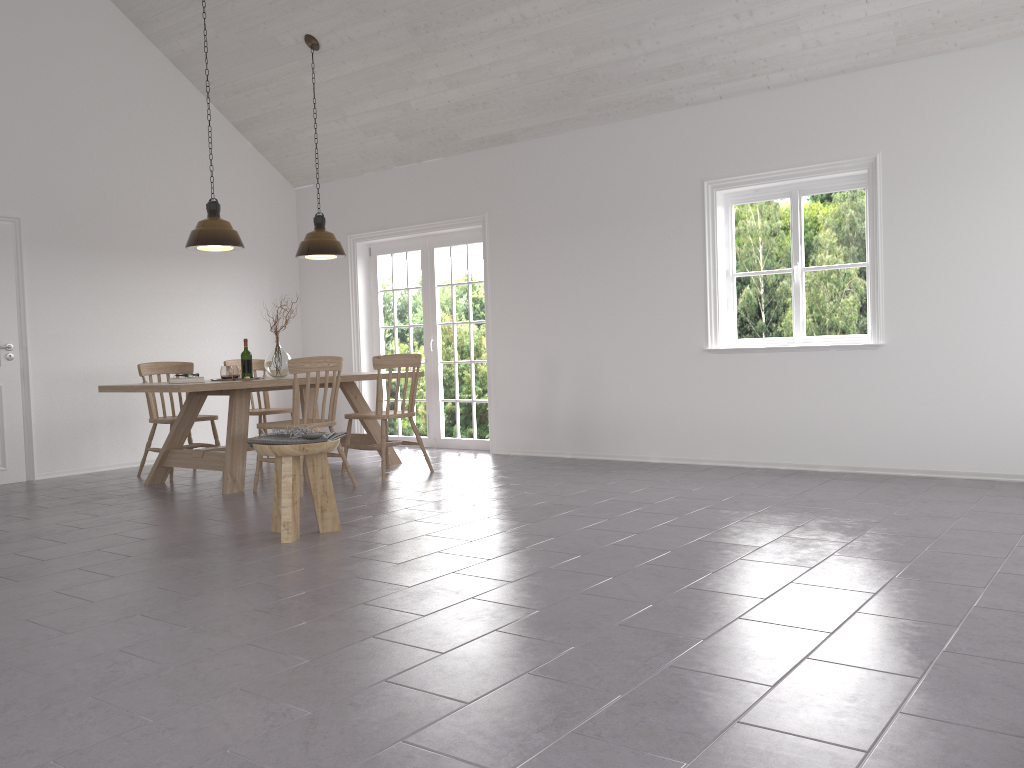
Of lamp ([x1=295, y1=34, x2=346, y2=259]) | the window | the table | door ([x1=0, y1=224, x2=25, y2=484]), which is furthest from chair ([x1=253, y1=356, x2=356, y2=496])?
the window

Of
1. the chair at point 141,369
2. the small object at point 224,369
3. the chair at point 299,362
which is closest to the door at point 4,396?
the chair at point 141,369

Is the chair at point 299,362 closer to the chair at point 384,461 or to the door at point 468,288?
the chair at point 384,461

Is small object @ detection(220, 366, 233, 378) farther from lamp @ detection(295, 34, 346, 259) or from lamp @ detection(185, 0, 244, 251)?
lamp @ detection(295, 34, 346, 259)

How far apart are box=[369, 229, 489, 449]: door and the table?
1.1 meters

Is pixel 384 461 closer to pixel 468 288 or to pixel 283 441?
pixel 283 441

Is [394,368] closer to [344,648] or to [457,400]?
[457,400]

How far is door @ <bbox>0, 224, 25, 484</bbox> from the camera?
6.84m

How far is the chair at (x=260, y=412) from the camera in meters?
7.4 m

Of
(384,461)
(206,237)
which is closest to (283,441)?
(384,461)
